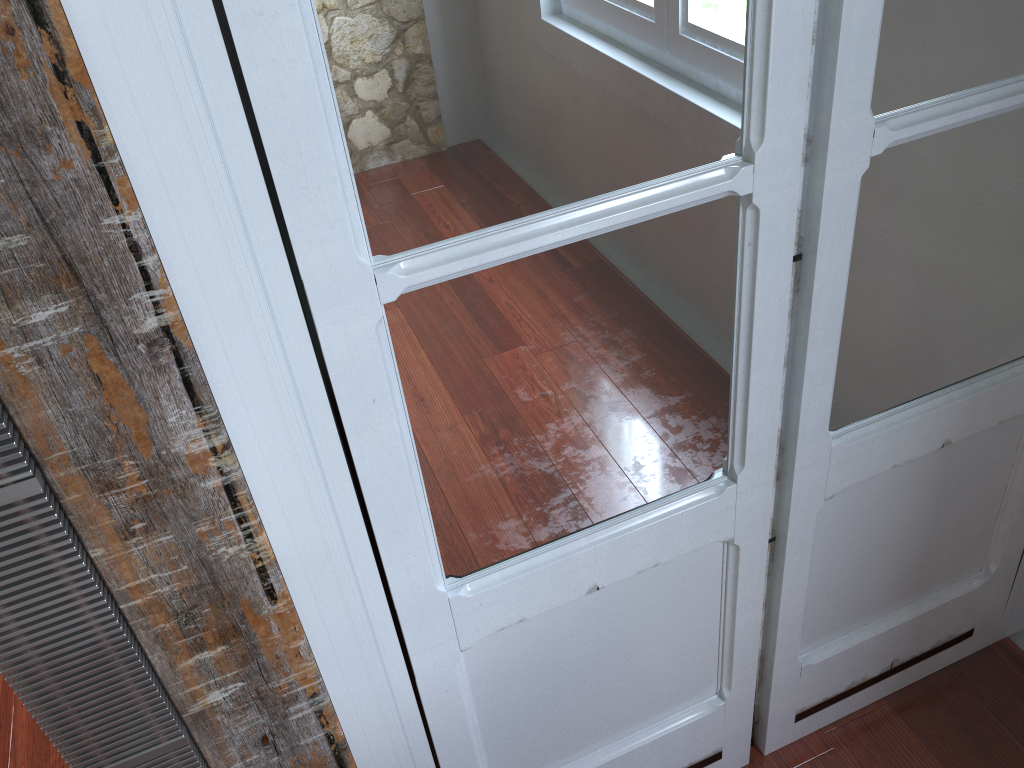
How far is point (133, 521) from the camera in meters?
0.8

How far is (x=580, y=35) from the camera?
0.76m

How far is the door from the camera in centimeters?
76cm

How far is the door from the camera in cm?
76
